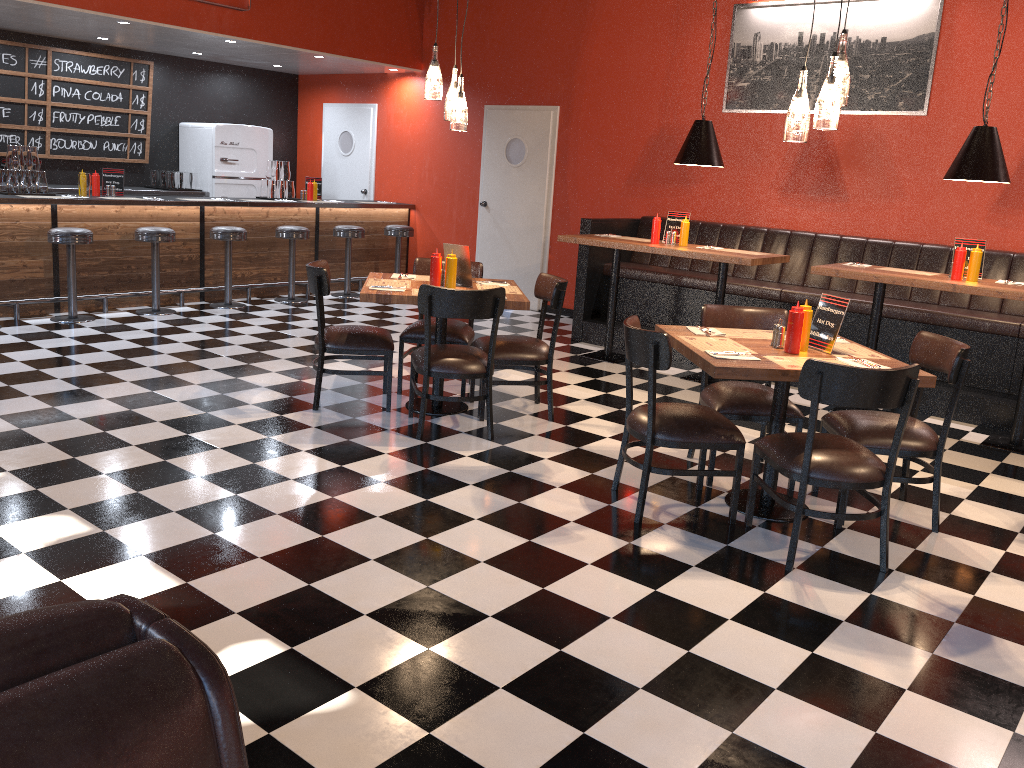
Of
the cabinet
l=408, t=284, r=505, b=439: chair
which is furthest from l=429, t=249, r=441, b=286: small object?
the cabinet

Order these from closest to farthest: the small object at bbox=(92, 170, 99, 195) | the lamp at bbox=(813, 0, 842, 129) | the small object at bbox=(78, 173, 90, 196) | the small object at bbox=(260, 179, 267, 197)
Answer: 1. the lamp at bbox=(813, 0, 842, 129)
2. the small object at bbox=(78, 173, 90, 196)
3. the small object at bbox=(92, 170, 99, 195)
4. the small object at bbox=(260, 179, 267, 197)

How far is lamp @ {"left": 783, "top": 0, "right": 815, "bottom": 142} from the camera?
3.82m

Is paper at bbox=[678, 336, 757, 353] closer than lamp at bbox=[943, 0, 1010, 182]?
Yes

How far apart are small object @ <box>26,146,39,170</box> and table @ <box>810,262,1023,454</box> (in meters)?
6.47

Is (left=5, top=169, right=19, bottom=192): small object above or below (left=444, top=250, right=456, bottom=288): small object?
above

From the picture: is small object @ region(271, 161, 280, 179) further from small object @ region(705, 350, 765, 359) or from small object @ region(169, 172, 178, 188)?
small object @ region(705, 350, 765, 359)

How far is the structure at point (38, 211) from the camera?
7.45m

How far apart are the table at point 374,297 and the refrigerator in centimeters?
548cm

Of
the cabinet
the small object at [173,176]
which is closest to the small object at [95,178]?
the cabinet
